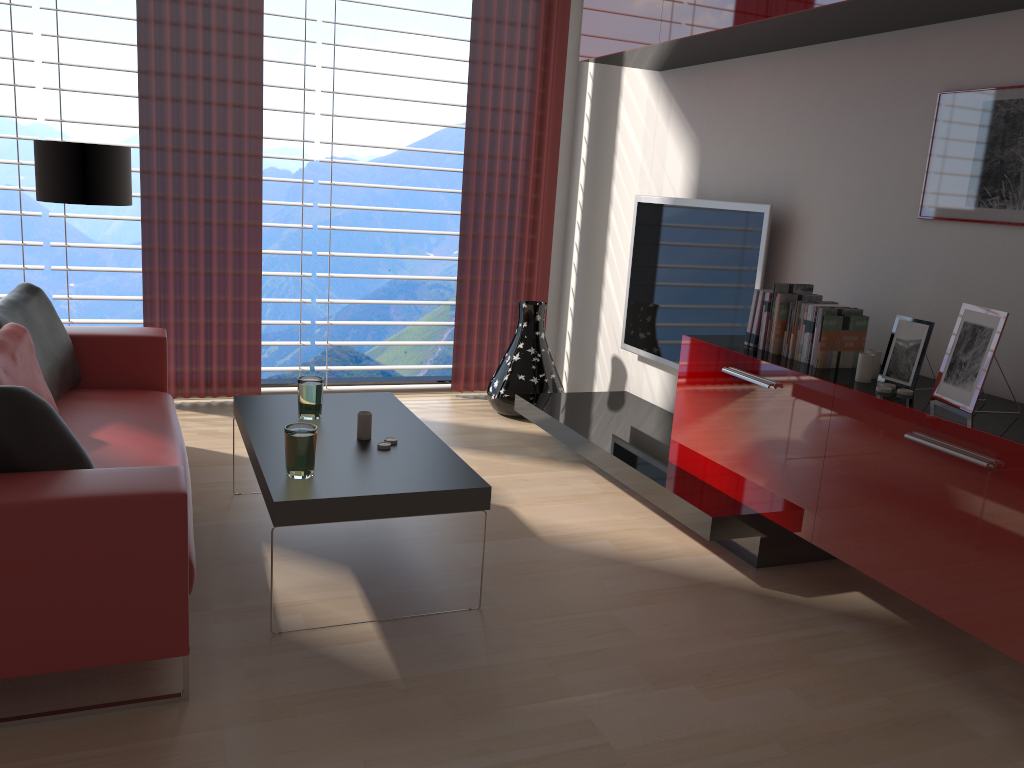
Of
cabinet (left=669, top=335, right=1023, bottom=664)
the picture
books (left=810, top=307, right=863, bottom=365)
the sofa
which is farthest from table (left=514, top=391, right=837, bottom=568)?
the sofa

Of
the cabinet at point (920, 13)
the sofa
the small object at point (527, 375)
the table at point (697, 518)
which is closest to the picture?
the cabinet at point (920, 13)

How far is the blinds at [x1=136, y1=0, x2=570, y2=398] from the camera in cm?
653

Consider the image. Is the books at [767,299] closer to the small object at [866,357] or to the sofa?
the small object at [866,357]

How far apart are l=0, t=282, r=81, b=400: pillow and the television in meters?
3.8

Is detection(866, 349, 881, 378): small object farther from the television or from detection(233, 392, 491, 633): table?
detection(233, 392, 491, 633): table

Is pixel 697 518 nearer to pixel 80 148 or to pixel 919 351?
pixel 919 351

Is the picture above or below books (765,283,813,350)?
above

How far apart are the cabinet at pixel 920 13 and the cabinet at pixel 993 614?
1.7m

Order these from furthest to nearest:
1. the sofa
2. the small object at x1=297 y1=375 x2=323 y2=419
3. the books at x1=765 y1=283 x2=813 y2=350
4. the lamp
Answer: the lamp → the books at x1=765 y1=283 x2=813 y2=350 → the small object at x1=297 y1=375 x2=323 y2=419 → the sofa
